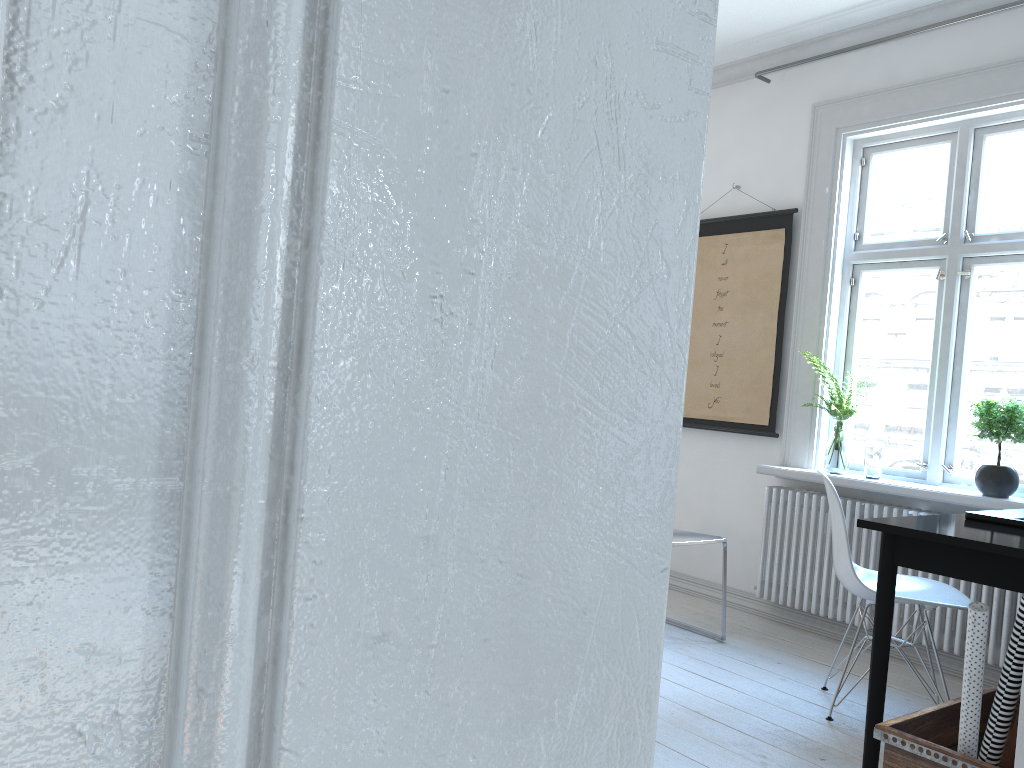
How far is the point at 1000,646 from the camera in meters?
3.5 m

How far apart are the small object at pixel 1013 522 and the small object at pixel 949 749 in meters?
0.5 m

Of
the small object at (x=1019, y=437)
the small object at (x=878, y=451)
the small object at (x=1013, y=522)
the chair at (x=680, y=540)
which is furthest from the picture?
the small object at (x=1013, y=522)

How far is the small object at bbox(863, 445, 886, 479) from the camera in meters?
3.9 m

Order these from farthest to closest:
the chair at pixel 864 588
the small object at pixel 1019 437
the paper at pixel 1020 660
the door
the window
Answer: the window
the small object at pixel 1019 437
the chair at pixel 864 588
the paper at pixel 1020 660
the door

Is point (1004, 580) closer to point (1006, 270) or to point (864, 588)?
point (864, 588)

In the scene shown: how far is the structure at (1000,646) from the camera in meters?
3.5

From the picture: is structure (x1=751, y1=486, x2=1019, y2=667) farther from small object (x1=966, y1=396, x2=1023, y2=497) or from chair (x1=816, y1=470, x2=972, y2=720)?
chair (x1=816, y1=470, x2=972, y2=720)

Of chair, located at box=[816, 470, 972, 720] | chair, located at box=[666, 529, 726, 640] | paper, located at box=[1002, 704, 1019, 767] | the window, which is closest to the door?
paper, located at box=[1002, 704, 1019, 767]

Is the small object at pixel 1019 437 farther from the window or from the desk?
the desk
